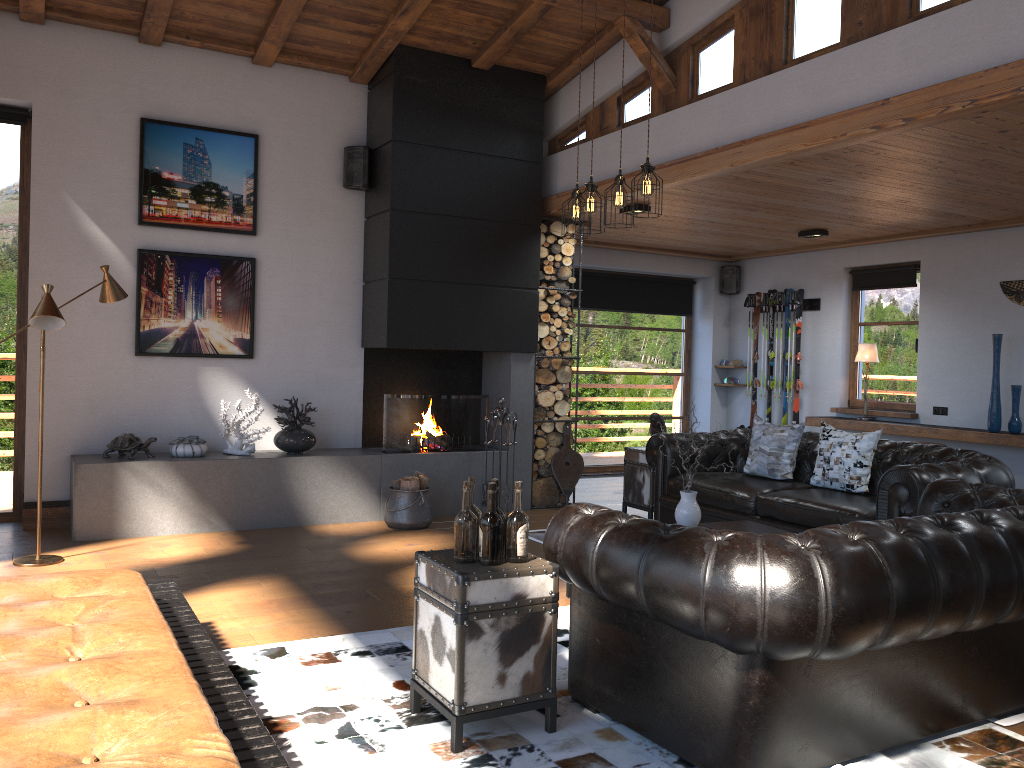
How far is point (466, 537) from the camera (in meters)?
3.13

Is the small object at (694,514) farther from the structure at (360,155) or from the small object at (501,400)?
the structure at (360,155)

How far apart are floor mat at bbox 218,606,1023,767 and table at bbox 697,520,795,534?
1.2m

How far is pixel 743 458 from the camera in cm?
715

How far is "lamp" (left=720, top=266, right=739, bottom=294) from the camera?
10.9 meters

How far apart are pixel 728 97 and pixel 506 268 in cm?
244

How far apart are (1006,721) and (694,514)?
1.90m

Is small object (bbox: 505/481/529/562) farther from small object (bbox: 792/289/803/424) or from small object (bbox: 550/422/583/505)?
small object (bbox: 792/289/803/424)

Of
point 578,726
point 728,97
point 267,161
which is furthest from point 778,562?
point 267,161

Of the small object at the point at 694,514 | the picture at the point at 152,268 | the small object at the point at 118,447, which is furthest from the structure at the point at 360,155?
the small object at the point at 694,514
